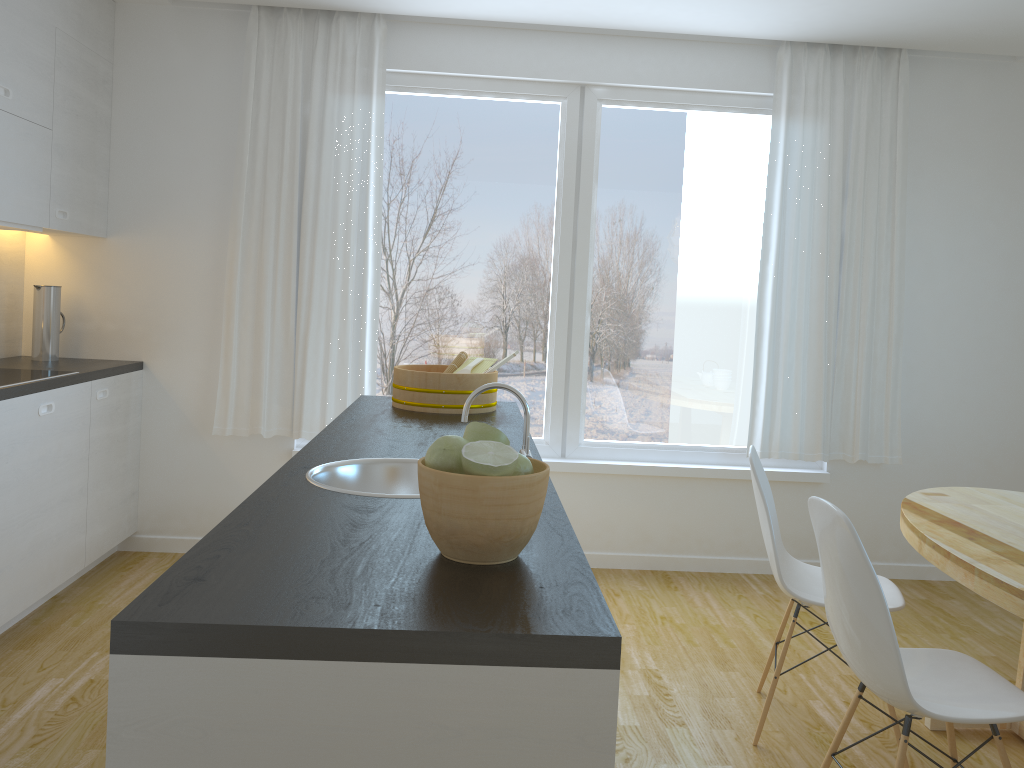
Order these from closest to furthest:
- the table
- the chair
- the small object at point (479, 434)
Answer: the small object at point (479, 434) → the table → the chair

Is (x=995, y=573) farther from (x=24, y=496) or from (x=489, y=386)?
(x=24, y=496)

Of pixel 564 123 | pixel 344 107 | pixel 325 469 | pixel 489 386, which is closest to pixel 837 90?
pixel 564 123

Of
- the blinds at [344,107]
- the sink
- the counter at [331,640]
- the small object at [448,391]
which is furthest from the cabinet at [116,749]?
the blinds at [344,107]

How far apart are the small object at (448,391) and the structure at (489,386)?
1.09m

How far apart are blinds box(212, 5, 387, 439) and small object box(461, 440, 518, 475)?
3.08m

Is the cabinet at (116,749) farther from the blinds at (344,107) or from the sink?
the blinds at (344,107)

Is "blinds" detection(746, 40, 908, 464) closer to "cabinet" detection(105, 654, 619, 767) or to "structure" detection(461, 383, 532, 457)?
"structure" detection(461, 383, 532, 457)

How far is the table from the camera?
2.2m

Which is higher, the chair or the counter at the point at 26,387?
the counter at the point at 26,387
